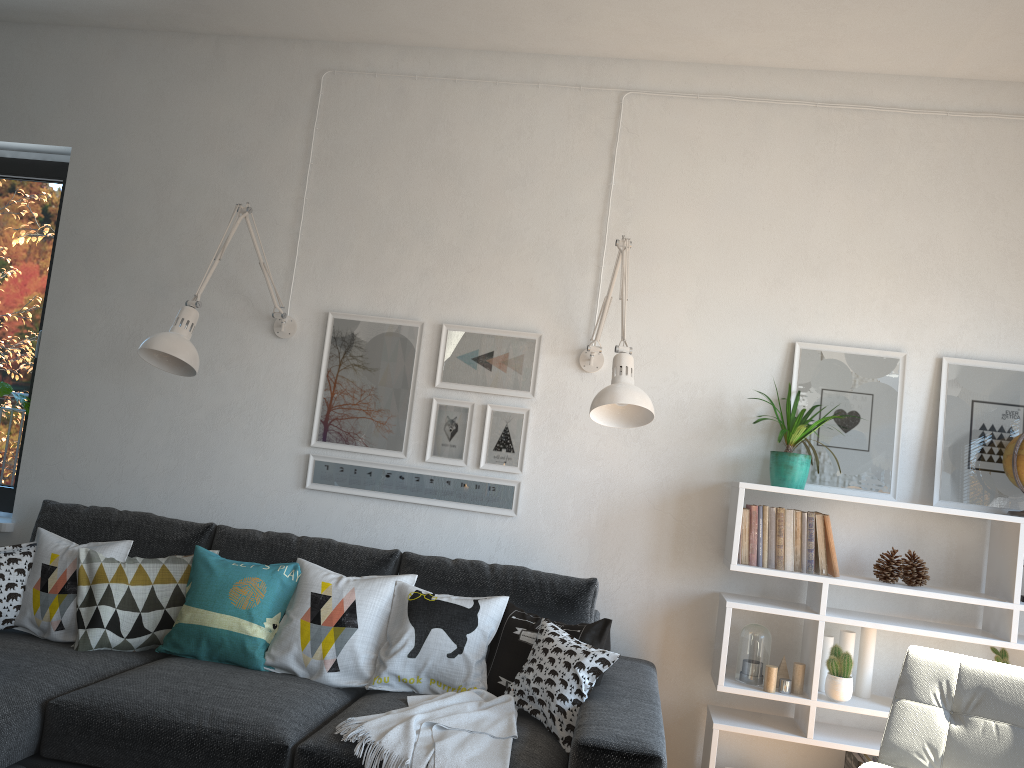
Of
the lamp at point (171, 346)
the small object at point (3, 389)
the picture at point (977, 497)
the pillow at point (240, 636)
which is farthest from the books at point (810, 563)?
the small object at point (3, 389)

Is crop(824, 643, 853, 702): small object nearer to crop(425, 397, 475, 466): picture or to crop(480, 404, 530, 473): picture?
crop(480, 404, 530, 473): picture

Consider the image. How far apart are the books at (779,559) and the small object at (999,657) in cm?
74

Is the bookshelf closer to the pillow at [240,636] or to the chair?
the chair

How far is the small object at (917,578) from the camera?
3.0m

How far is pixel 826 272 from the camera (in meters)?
3.26

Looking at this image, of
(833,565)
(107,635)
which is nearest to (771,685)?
(833,565)

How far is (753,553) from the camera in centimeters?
299cm

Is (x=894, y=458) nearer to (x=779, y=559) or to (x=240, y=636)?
(x=779, y=559)

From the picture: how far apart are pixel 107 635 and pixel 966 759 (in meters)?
2.52
